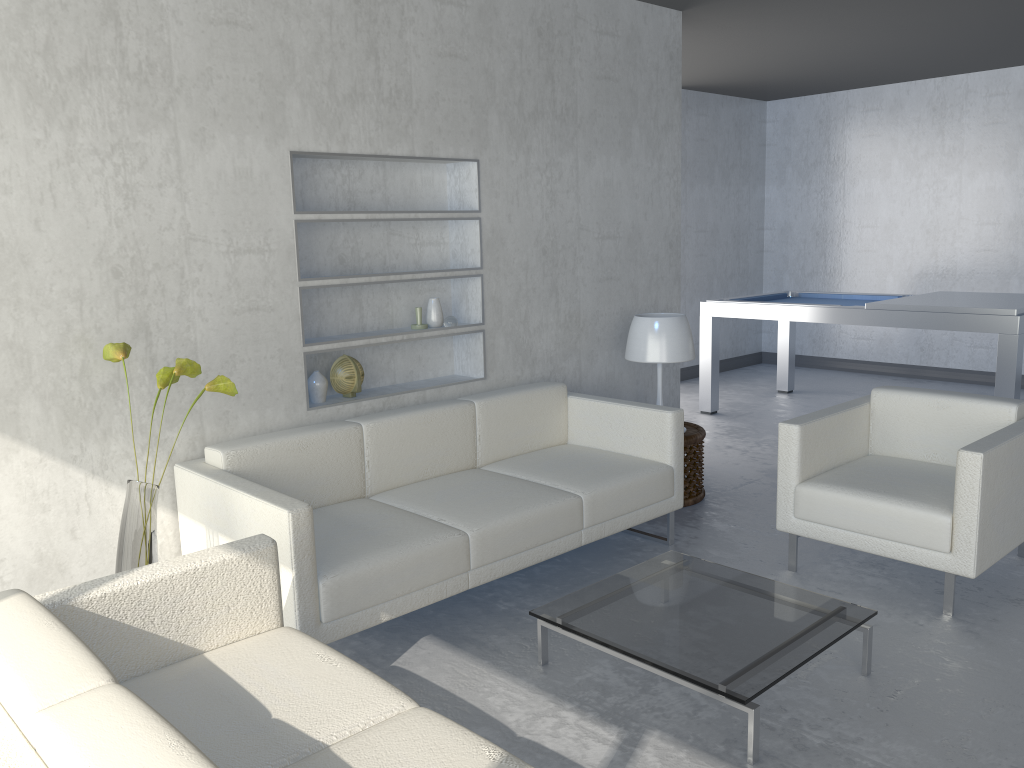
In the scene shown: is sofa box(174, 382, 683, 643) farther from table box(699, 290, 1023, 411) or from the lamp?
table box(699, 290, 1023, 411)

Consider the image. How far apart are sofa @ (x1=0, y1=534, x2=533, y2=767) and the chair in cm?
200

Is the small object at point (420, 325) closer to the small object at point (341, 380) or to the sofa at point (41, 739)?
the small object at point (341, 380)

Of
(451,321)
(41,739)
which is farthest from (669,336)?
(41,739)

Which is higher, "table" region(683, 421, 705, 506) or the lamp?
the lamp

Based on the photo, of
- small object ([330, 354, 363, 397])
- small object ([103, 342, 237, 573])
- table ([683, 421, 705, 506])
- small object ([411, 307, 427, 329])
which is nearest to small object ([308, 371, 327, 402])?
small object ([330, 354, 363, 397])

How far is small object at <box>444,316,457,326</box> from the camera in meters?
4.0 m

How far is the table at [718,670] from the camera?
2.36m

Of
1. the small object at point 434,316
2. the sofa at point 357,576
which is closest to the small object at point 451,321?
the small object at point 434,316

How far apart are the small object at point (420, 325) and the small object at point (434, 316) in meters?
0.1 m
